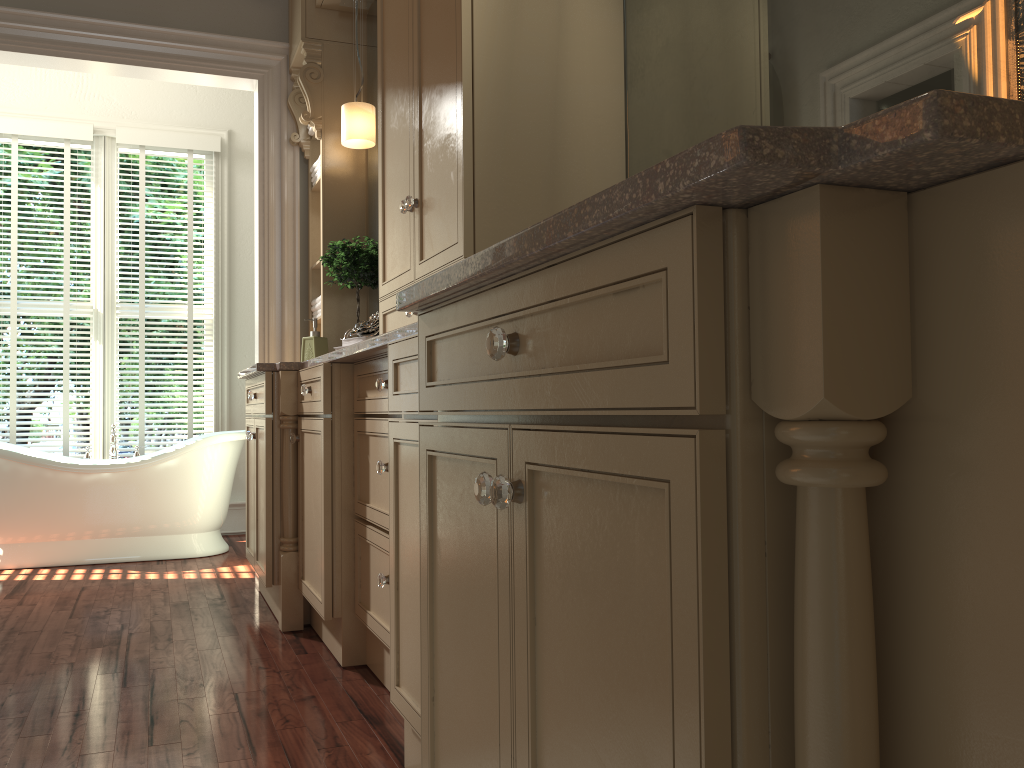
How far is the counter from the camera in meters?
0.5 m

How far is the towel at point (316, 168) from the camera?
4.1 meters

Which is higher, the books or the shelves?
the shelves

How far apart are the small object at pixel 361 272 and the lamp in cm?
43

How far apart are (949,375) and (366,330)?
2.32m

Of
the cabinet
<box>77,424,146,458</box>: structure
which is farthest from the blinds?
the cabinet

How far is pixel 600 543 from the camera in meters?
0.8

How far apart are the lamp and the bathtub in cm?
166

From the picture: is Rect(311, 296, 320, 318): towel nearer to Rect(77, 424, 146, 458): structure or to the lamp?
the lamp

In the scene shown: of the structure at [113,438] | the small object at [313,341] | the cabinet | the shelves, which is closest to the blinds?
the structure at [113,438]
